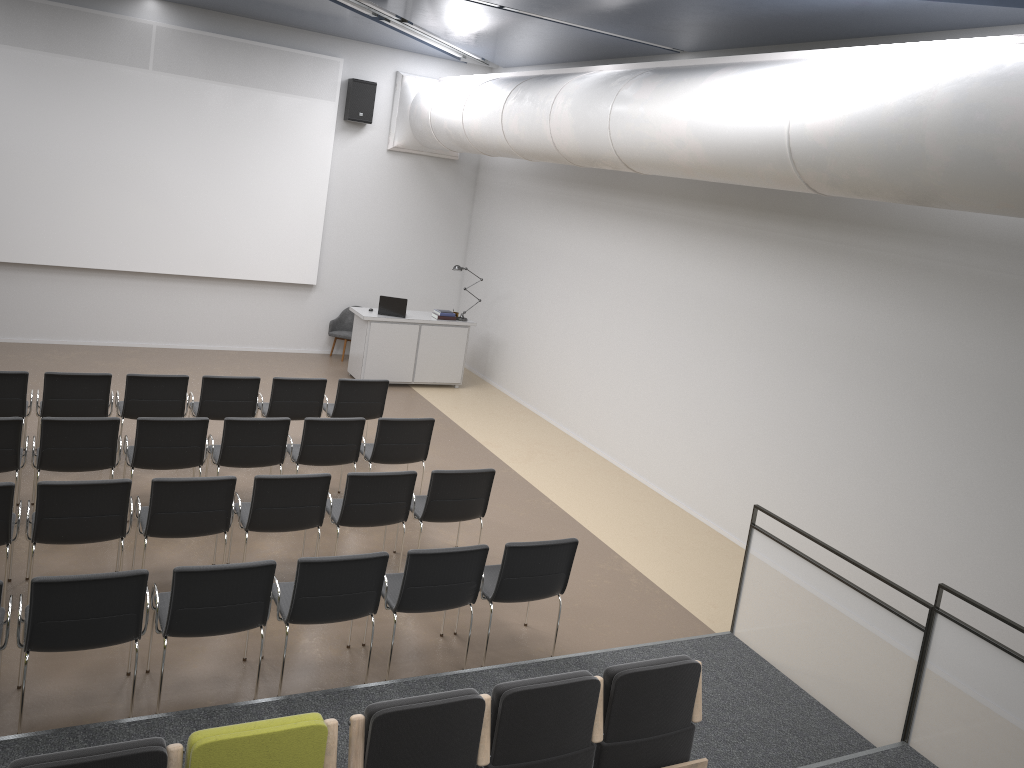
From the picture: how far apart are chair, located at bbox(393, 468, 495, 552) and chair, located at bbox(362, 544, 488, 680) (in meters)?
0.95

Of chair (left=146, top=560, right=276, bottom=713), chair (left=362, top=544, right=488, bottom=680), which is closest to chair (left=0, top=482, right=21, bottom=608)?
chair (left=146, top=560, right=276, bottom=713)

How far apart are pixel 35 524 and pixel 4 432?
1.32m

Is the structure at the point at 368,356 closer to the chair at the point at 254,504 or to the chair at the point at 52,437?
the chair at the point at 52,437

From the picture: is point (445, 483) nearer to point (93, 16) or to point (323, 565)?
point (323, 565)

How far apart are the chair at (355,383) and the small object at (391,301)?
3.0m

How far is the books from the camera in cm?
1267

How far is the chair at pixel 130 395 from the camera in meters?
8.2

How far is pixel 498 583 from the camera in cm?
589

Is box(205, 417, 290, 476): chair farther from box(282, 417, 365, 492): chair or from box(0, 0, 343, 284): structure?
box(0, 0, 343, 284): structure
